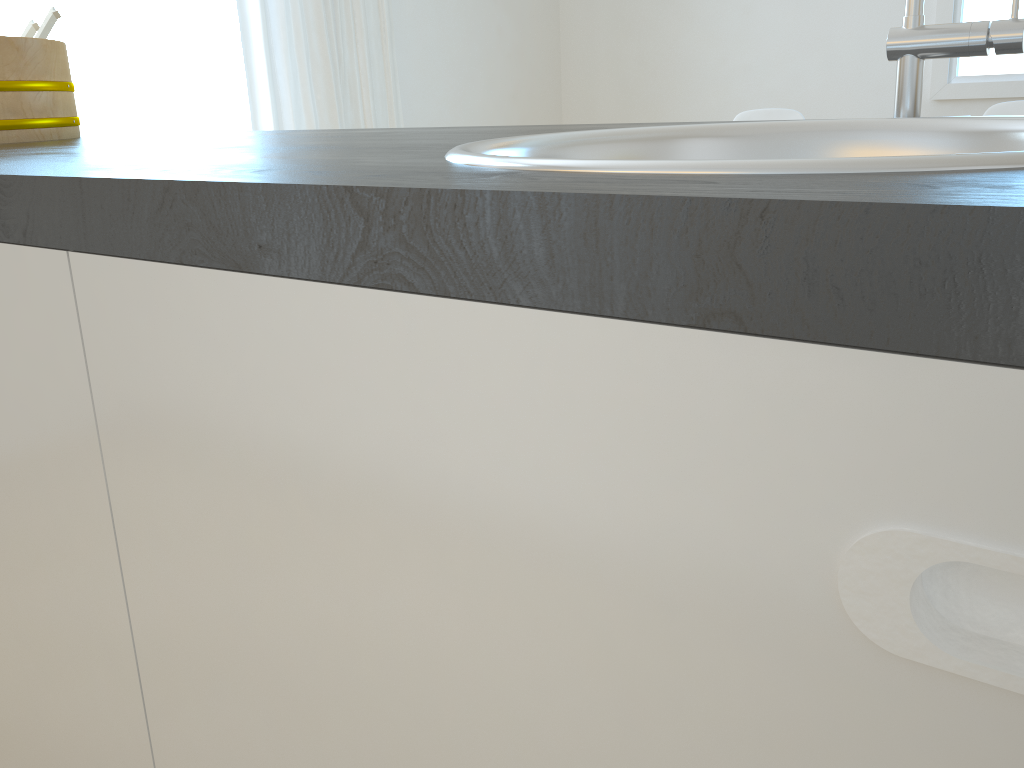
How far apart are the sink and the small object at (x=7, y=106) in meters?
0.9 m

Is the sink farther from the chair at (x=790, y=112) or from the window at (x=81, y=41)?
the chair at (x=790, y=112)

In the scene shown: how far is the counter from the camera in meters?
0.2

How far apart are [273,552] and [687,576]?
0.2m

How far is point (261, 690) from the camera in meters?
0.5 m

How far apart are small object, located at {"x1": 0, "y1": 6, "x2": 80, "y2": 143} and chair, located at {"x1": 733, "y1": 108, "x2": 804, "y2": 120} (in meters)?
2.55

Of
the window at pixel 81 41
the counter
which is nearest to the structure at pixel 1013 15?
the counter

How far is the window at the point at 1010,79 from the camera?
3.5 meters

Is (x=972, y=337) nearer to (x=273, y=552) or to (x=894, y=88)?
(x=273, y=552)

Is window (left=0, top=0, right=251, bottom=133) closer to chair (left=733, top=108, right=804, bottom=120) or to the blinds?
the blinds
